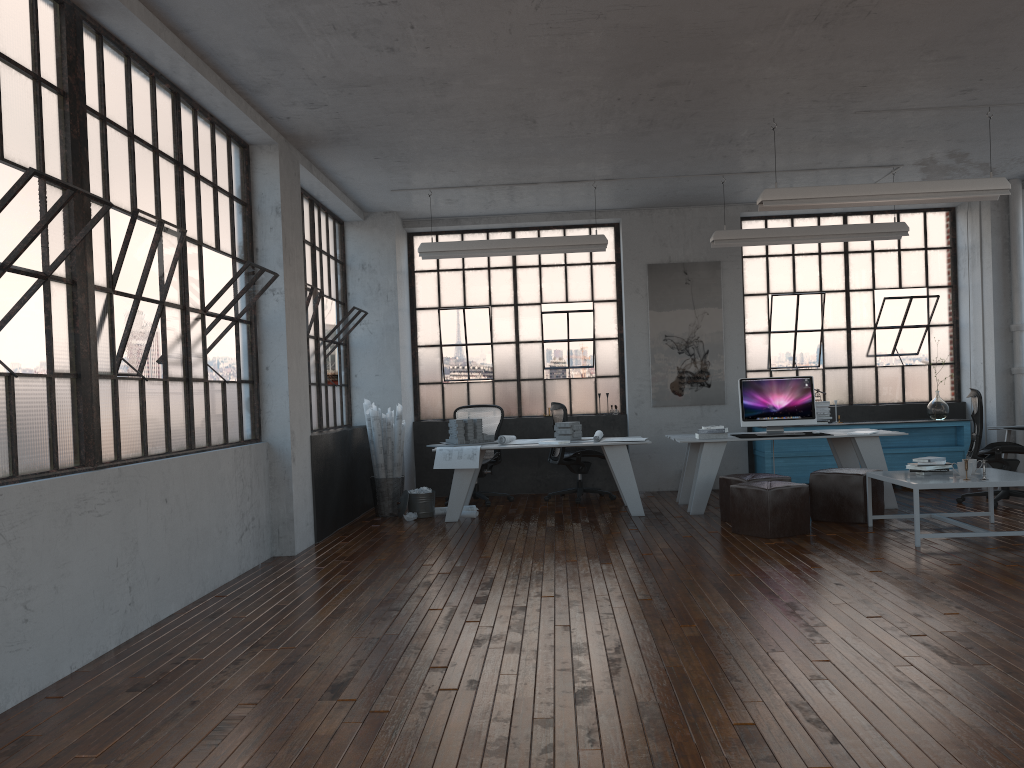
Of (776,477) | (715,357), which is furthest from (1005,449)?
(715,357)

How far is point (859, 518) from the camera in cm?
732

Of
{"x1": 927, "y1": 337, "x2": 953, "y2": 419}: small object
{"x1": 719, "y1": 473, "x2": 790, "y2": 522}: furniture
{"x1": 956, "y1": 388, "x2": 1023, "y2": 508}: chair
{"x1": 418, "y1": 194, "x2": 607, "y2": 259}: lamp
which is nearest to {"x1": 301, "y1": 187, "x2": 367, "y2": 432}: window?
{"x1": 418, "y1": 194, "x2": 607, "y2": 259}: lamp

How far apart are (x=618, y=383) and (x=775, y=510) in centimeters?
401cm

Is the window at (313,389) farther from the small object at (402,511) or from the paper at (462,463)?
the paper at (462,463)

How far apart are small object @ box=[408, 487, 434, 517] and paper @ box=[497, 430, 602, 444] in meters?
0.9 m

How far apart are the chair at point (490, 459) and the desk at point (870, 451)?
2.01m

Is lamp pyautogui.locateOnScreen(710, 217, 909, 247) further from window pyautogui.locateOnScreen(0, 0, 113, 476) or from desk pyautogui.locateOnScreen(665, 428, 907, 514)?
window pyautogui.locateOnScreen(0, 0, 113, 476)

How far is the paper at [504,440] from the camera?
8.6 meters

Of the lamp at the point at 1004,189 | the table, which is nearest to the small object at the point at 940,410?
the table
